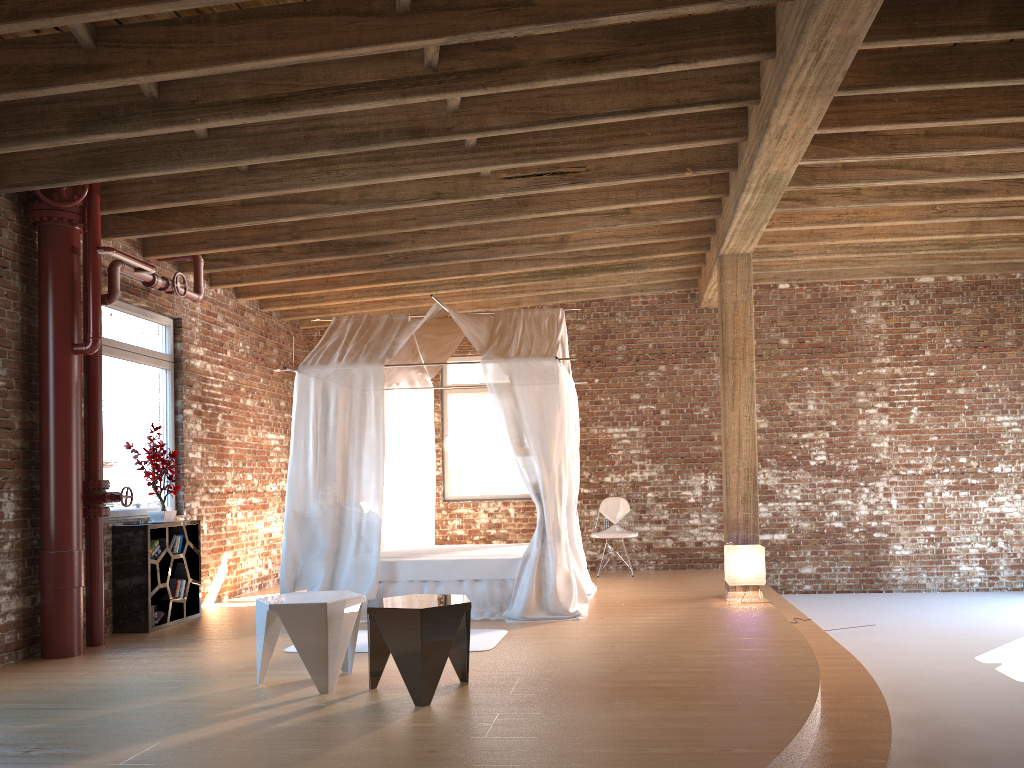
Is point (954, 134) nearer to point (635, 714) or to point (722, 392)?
point (722, 392)

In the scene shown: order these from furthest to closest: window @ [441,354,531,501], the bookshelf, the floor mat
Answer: window @ [441,354,531,501] → the bookshelf → the floor mat

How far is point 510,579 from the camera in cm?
713

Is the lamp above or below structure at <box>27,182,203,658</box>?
below

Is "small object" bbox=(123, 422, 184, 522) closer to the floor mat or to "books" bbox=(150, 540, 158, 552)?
"books" bbox=(150, 540, 158, 552)

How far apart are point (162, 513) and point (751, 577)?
4.9m

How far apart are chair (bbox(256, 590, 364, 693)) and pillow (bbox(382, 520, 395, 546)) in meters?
3.6

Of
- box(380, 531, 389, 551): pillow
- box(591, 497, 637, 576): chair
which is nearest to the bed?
box(380, 531, 389, 551): pillow

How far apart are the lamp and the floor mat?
2.2m

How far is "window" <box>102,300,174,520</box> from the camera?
7.3 meters
